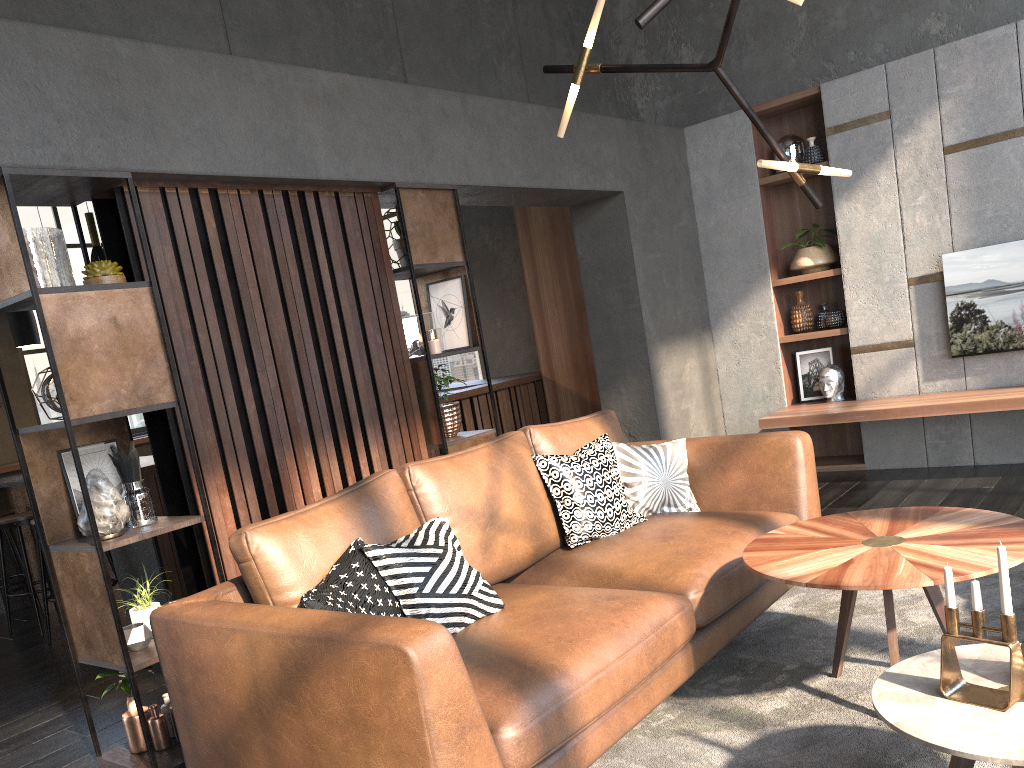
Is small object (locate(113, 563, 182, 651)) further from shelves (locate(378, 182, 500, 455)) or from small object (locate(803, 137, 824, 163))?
small object (locate(803, 137, 824, 163))

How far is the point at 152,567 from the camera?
4.75m

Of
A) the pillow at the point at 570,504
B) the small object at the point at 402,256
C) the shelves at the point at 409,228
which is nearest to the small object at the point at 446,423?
the shelves at the point at 409,228

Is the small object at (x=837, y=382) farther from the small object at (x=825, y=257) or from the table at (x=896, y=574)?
the table at (x=896, y=574)

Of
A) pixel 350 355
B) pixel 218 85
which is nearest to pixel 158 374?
pixel 350 355

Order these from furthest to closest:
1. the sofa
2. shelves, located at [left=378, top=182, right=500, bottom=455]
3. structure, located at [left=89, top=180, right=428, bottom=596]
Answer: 1. shelves, located at [left=378, top=182, right=500, bottom=455]
2. structure, located at [left=89, top=180, right=428, bottom=596]
3. the sofa

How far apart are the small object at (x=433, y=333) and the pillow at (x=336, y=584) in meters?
1.6

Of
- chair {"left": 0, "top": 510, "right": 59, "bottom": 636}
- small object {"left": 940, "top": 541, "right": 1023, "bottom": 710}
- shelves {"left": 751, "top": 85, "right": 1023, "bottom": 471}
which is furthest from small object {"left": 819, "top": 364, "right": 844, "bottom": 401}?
chair {"left": 0, "top": 510, "right": 59, "bottom": 636}

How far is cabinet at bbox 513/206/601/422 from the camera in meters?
7.2

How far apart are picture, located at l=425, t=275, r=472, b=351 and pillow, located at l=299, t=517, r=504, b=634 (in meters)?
1.73
